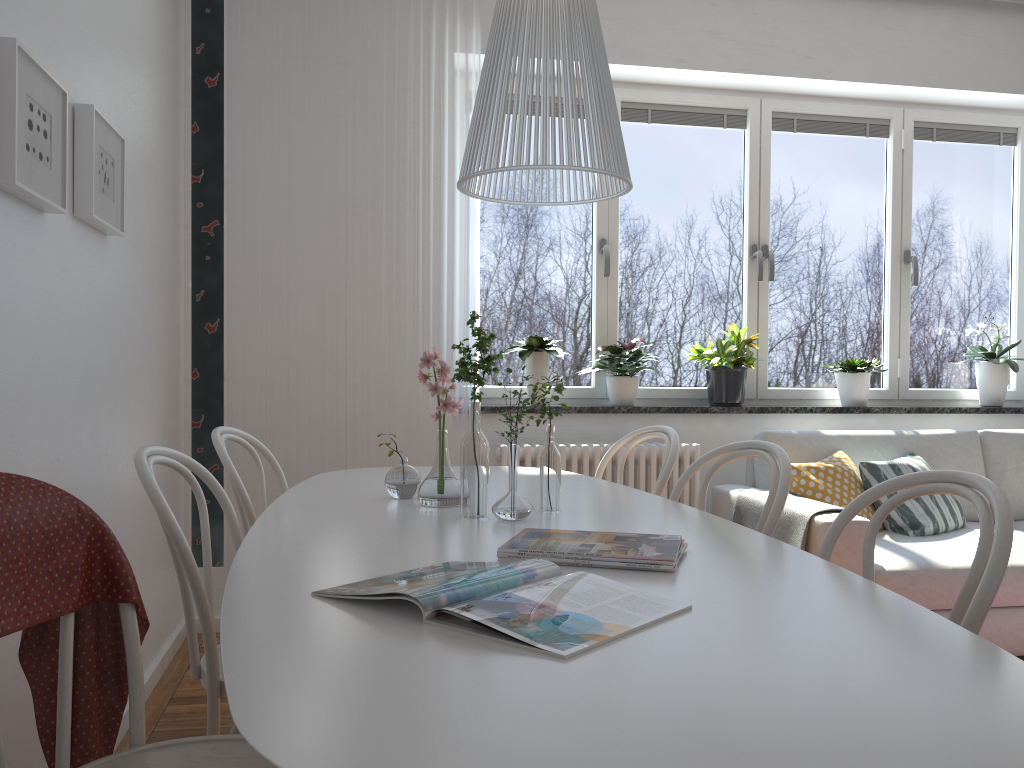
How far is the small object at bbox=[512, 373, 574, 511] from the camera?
1.9m

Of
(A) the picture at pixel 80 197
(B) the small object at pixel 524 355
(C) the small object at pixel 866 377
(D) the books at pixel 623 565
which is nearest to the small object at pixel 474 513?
(D) the books at pixel 623 565

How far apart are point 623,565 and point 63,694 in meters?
0.8 m

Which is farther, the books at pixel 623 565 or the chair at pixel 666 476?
the chair at pixel 666 476

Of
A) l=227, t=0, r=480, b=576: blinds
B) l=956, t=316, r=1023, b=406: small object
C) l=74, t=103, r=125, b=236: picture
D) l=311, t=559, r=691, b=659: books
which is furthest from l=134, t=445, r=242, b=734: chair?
l=956, t=316, r=1023, b=406: small object

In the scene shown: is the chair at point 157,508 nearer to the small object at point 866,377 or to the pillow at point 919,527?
the pillow at point 919,527

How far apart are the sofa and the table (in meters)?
0.95

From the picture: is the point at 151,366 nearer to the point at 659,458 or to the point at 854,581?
the point at 659,458

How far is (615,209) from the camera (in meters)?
4.17

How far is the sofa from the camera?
2.96m
